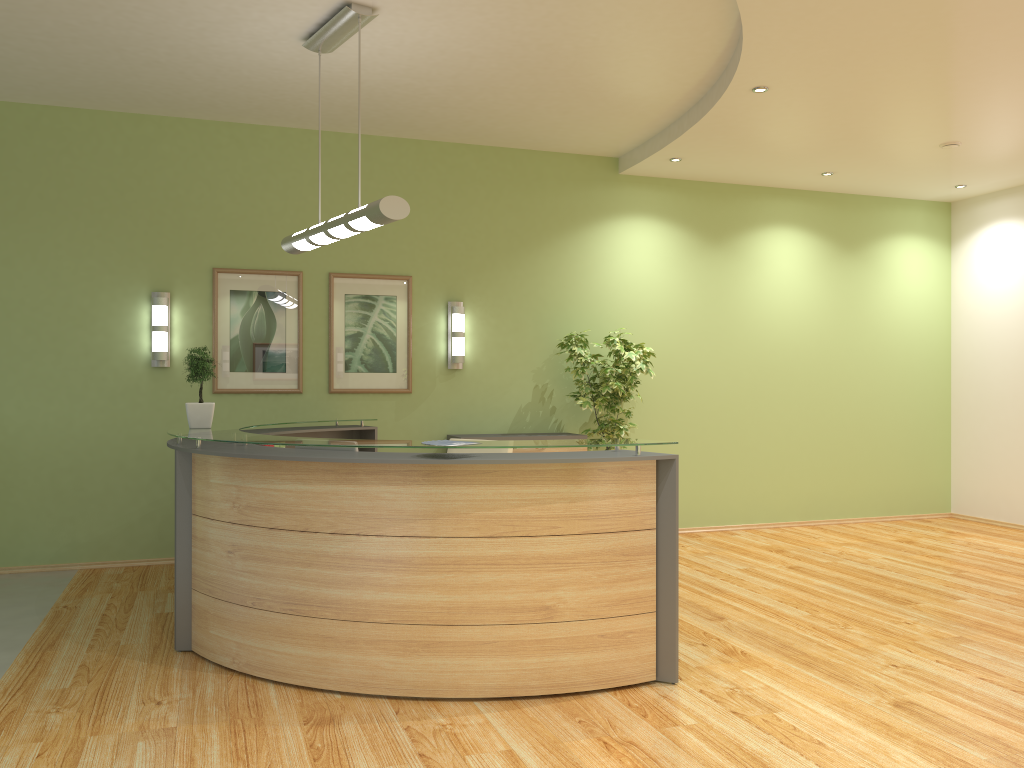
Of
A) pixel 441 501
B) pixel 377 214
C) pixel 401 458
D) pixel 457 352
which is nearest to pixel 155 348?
pixel 457 352

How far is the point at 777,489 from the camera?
8.7m

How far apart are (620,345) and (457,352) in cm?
139

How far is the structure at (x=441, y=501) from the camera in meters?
3.9

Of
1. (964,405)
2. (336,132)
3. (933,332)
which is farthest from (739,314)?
(336,132)

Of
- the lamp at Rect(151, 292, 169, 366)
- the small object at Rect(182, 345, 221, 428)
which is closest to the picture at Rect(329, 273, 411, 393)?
the lamp at Rect(151, 292, 169, 366)

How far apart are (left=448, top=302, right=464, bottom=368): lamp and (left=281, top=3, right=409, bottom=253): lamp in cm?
208

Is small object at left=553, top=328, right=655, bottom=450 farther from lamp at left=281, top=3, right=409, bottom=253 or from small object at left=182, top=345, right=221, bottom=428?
small object at left=182, top=345, right=221, bottom=428

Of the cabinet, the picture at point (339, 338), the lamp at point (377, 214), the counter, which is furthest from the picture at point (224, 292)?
the cabinet

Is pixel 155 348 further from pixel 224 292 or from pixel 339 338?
pixel 339 338
